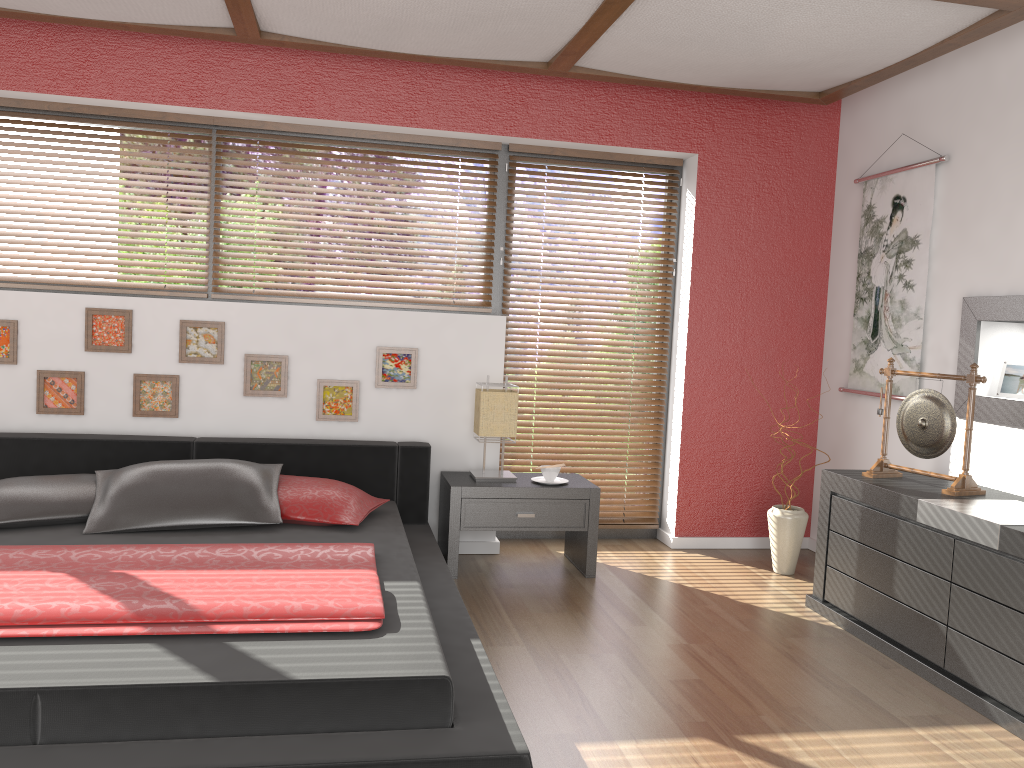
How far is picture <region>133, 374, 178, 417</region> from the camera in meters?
4.1 m

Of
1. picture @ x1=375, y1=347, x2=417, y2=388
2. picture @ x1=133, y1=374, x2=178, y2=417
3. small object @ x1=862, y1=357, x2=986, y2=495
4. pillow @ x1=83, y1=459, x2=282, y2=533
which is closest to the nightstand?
picture @ x1=375, y1=347, x2=417, y2=388

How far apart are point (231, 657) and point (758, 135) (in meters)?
3.79

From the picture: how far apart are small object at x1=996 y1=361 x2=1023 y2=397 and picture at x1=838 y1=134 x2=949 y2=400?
0.4m

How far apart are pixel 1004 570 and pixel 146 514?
2.97m

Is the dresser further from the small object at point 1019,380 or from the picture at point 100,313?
the picture at point 100,313

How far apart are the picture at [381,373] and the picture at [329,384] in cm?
11

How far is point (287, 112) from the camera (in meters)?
4.24

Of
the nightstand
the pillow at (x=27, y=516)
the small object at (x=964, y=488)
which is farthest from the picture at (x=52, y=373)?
the small object at (x=964, y=488)

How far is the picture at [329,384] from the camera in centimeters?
427cm
